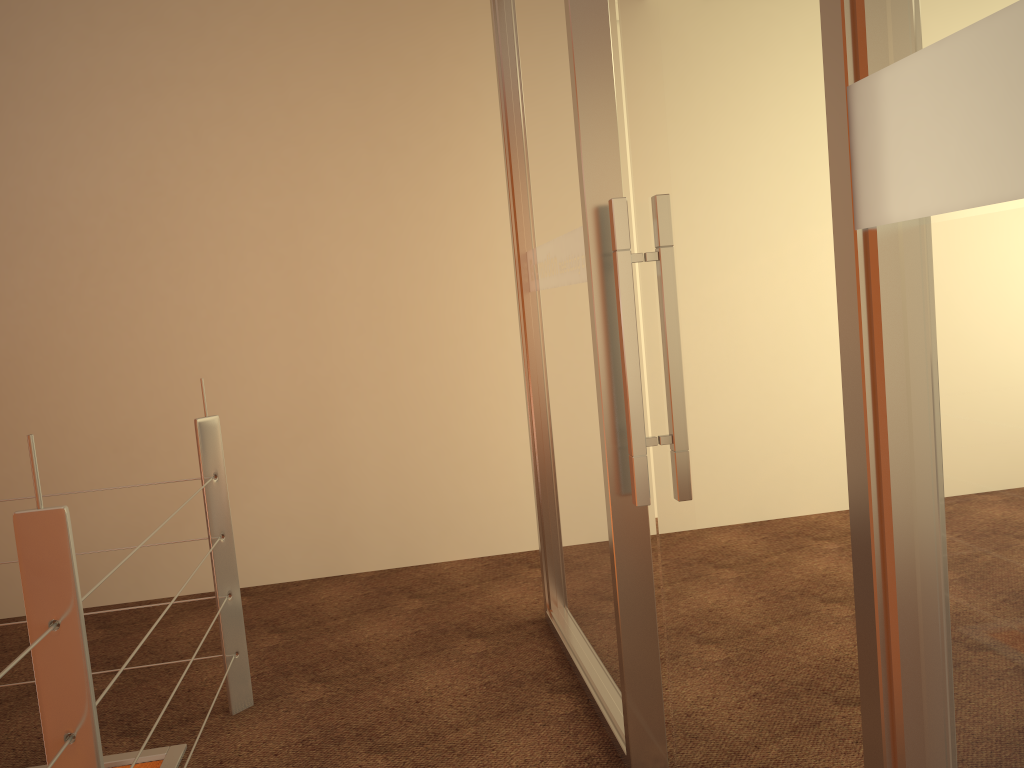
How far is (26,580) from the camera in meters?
1.2 m

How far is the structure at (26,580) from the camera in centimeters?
119cm

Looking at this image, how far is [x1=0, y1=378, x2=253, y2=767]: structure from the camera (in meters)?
1.19
